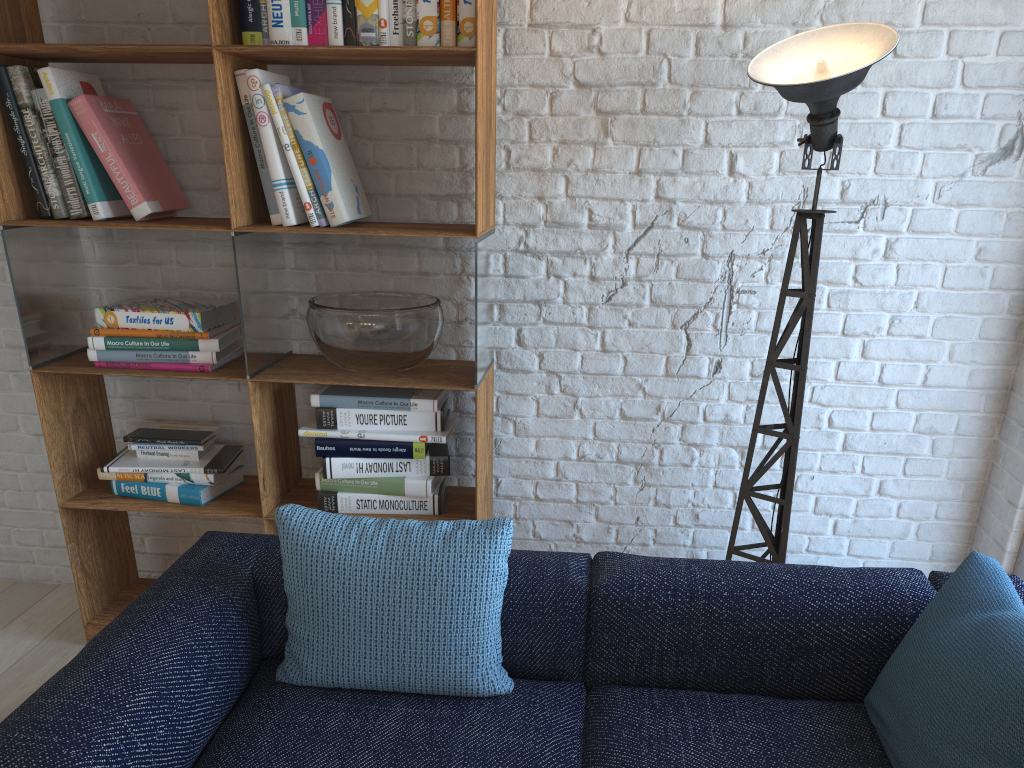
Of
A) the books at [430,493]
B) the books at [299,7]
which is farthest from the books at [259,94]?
the books at [430,493]

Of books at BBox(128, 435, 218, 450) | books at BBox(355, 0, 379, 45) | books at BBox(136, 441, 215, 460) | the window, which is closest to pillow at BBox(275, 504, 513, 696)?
books at BBox(136, 441, 215, 460)

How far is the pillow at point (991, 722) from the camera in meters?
1.4

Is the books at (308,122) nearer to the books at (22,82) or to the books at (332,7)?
the books at (332,7)

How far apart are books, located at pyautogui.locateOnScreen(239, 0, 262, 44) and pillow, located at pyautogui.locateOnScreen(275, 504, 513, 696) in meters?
1.3

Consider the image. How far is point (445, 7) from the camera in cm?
230

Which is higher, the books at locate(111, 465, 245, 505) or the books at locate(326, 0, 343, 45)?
the books at locate(326, 0, 343, 45)

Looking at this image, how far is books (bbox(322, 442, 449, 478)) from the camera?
2.6m

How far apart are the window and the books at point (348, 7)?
2.4m

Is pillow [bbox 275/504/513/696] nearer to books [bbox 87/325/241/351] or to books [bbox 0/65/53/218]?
books [bbox 87/325/241/351]
